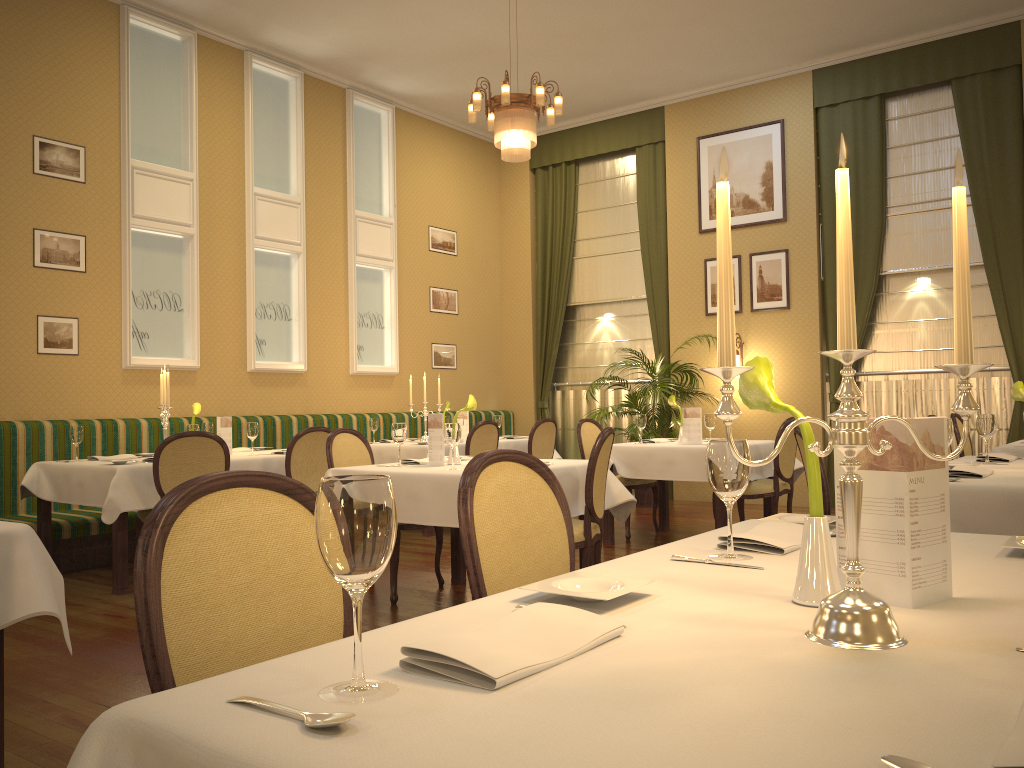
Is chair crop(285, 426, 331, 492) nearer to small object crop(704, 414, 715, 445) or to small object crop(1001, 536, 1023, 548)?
small object crop(704, 414, 715, 445)

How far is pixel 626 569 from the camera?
1.6m

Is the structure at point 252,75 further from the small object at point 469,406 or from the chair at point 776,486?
the chair at point 776,486

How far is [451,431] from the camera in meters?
4.3

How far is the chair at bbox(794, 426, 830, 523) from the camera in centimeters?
365cm

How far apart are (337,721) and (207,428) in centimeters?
609cm

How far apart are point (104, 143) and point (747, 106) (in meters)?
6.27

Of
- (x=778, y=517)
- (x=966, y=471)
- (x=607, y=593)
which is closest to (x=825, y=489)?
(x=966, y=471)

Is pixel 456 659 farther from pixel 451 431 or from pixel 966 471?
pixel 451 431

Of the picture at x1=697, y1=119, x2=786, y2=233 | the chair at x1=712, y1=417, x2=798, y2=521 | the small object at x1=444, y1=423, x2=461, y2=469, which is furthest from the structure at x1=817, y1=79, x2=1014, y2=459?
the small object at x1=444, y1=423, x2=461, y2=469
